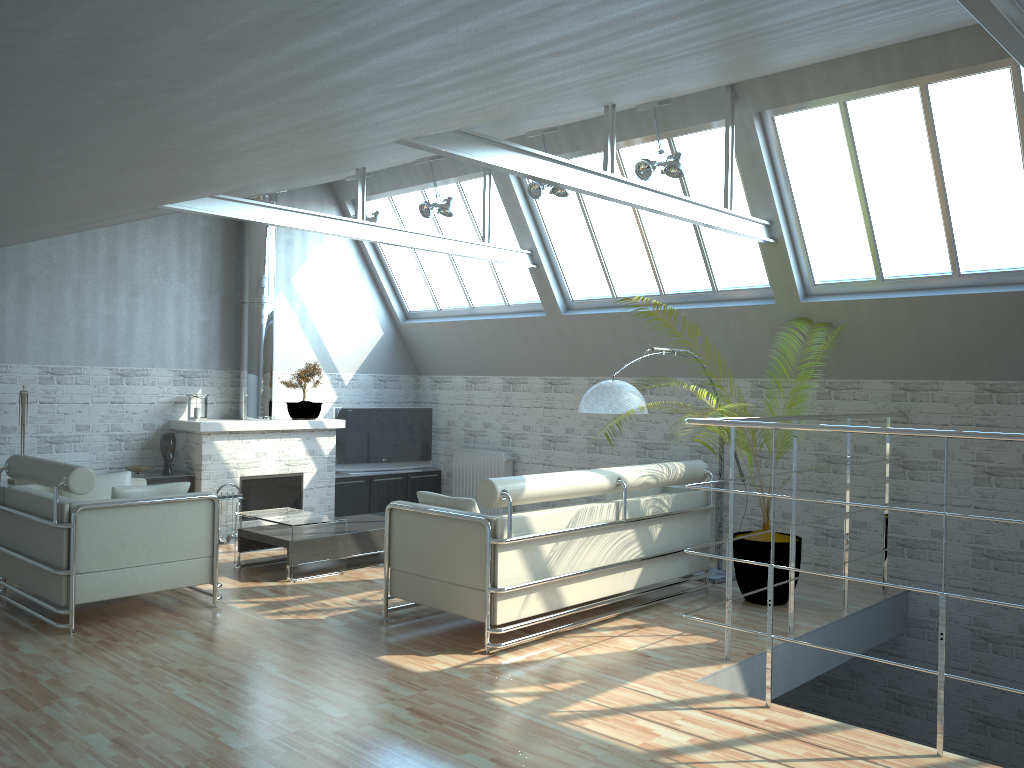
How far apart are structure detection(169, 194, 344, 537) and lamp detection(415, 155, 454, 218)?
3.4m

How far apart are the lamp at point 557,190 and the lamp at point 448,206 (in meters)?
2.06

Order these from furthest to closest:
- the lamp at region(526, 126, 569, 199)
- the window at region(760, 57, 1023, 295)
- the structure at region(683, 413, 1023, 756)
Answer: the lamp at region(526, 126, 569, 199), the window at region(760, 57, 1023, 295), the structure at region(683, 413, 1023, 756)

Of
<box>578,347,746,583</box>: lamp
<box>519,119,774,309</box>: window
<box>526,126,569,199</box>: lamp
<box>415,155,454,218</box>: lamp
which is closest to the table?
<box>578,347,746,583</box>: lamp

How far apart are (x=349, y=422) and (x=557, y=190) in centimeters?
794cm

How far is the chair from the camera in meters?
10.8

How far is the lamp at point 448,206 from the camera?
16.6m

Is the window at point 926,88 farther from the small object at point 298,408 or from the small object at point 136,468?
the small object at point 136,468

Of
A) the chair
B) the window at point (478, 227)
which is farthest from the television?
the chair

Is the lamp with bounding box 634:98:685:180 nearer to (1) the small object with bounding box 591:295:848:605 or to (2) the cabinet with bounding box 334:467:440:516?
(1) the small object with bounding box 591:295:848:605
